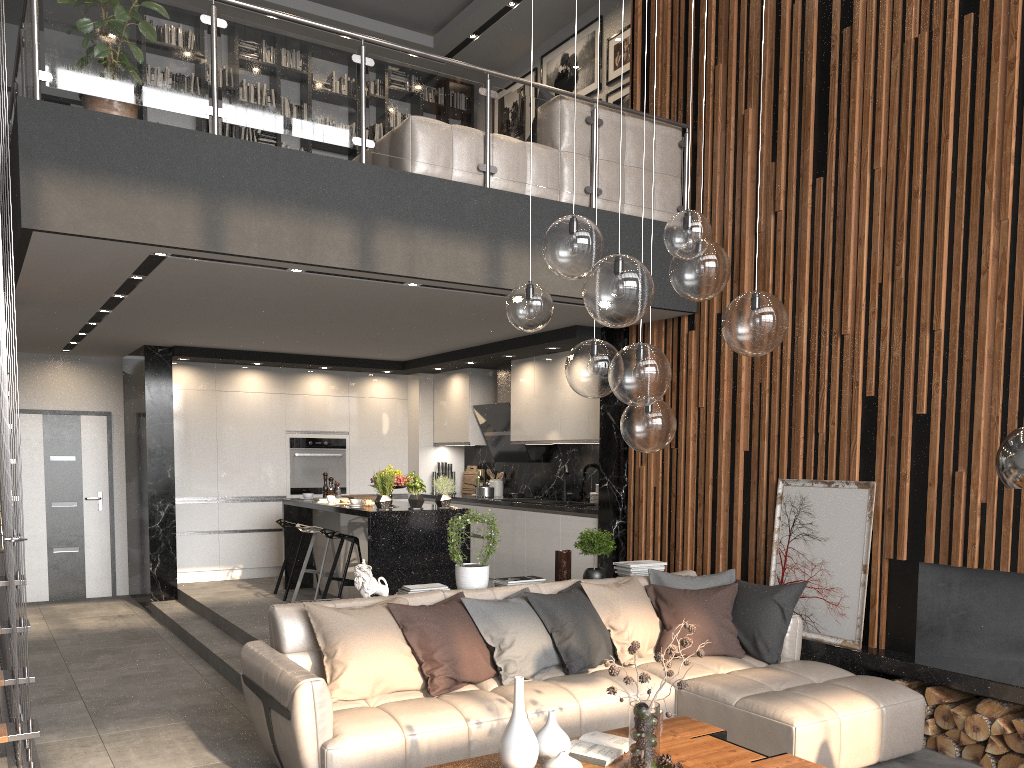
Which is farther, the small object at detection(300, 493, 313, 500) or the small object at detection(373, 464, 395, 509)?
the small object at detection(300, 493, 313, 500)

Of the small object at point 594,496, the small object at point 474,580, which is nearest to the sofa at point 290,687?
the small object at point 474,580

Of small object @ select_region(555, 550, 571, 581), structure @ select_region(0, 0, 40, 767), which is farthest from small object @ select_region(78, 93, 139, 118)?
small object @ select_region(555, 550, 571, 581)

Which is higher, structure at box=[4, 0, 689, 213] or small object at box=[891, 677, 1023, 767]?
structure at box=[4, 0, 689, 213]

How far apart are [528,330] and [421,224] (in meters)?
2.19

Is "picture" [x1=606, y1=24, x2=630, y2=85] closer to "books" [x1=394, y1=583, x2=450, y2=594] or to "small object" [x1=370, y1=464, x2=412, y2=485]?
"small object" [x1=370, y1=464, x2=412, y2=485]

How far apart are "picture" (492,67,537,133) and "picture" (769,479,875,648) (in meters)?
5.64

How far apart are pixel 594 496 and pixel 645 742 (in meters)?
4.52

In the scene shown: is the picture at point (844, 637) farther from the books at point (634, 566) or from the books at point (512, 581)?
the books at point (512, 581)

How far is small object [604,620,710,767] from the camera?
3.2m
